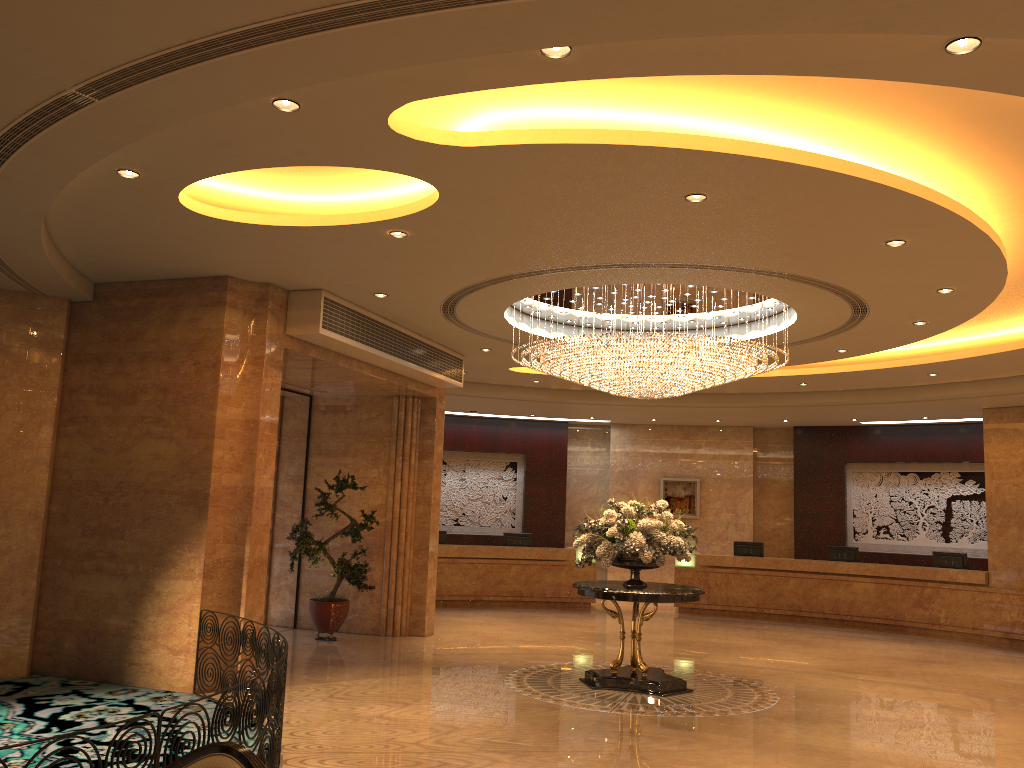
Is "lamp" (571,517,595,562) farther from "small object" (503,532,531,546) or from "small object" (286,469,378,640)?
"small object" (286,469,378,640)

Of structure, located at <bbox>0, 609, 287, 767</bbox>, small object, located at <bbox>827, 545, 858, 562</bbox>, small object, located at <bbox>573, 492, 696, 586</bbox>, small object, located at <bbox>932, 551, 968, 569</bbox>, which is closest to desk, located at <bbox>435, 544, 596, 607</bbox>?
small object, located at <bbox>827, 545, 858, 562</bbox>

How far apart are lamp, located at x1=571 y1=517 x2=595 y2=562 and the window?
6.54m

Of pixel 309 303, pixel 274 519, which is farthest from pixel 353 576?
pixel 309 303

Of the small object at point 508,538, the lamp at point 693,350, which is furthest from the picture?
the lamp at point 693,350

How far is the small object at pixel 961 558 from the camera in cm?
1597

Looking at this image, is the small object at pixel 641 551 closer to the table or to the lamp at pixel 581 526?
the table

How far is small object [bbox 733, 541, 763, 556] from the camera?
18.0m

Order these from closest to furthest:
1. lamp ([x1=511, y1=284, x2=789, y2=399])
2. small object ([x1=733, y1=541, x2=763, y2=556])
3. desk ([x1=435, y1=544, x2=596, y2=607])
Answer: lamp ([x1=511, y1=284, x2=789, y2=399]) → desk ([x1=435, y1=544, x2=596, y2=607]) → small object ([x1=733, y1=541, x2=763, y2=556])

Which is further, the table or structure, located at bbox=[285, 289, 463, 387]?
structure, located at bbox=[285, 289, 463, 387]
